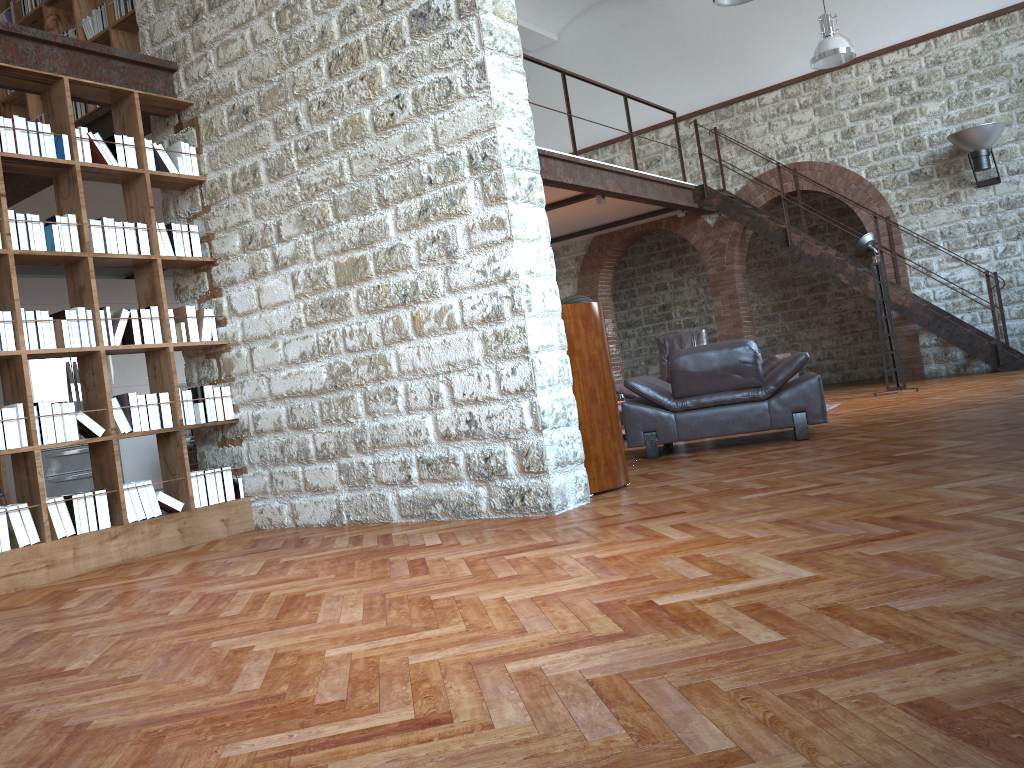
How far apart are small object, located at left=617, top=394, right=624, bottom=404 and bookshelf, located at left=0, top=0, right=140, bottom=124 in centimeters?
525cm

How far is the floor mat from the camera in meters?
8.6 m

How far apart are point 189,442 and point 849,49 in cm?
946

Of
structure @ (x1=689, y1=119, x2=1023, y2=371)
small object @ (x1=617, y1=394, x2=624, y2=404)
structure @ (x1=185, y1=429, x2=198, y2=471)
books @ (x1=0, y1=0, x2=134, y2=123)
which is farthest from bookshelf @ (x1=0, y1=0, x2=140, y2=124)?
structure @ (x1=689, y1=119, x2=1023, y2=371)

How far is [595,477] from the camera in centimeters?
484cm

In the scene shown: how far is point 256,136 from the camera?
5.4m

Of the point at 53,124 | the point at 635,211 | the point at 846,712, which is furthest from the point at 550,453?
the point at 635,211

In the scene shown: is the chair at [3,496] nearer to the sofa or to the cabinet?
the cabinet

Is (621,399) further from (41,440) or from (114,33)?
(41,440)

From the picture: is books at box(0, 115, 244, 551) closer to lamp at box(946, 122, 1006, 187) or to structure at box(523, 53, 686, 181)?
structure at box(523, 53, 686, 181)
